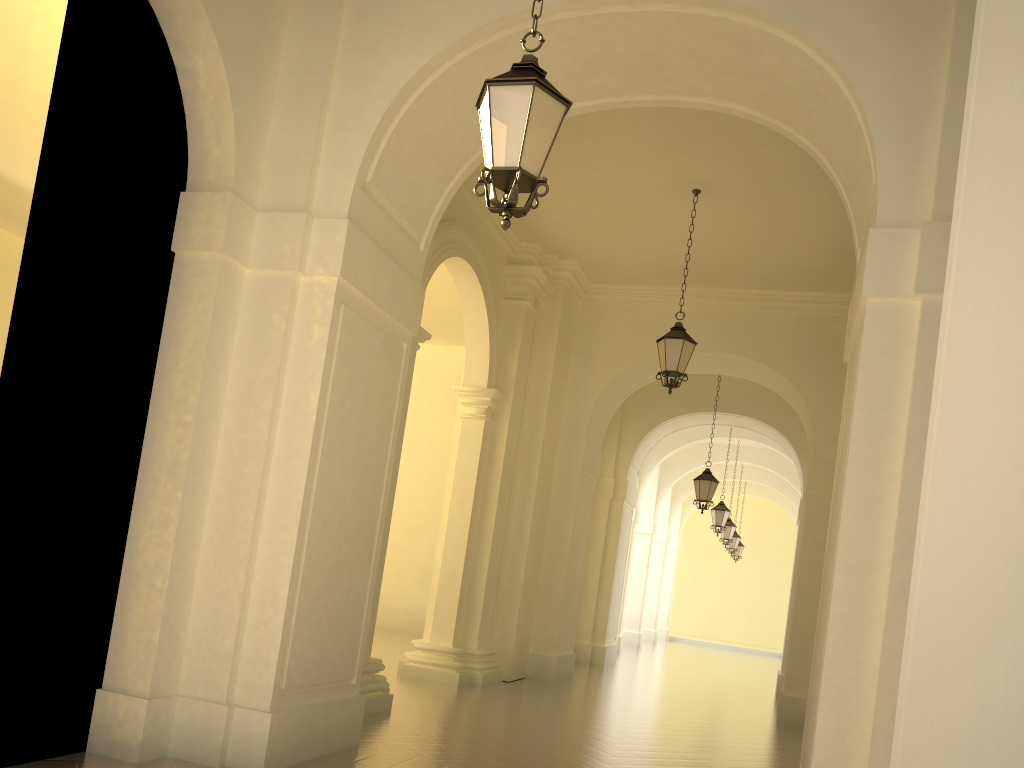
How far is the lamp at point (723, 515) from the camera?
21.1 meters

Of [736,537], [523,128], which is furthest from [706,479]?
[523,128]

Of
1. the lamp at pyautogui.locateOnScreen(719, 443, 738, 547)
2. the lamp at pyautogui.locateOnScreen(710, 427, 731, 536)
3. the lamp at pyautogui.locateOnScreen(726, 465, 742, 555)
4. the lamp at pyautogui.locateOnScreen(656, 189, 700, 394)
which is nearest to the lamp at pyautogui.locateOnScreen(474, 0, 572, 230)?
the lamp at pyautogui.locateOnScreen(656, 189, 700, 394)

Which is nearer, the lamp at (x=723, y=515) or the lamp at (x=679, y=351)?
the lamp at (x=679, y=351)

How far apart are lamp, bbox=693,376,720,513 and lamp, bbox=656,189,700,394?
6.2m

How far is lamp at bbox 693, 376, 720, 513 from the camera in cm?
1644

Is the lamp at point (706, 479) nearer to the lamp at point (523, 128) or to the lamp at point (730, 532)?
the lamp at point (730, 532)

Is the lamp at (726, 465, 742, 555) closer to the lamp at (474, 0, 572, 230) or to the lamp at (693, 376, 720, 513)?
the lamp at (693, 376, 720, 513)

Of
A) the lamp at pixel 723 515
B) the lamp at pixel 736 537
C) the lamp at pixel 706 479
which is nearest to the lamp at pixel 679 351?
the lamp at pixel 706 479

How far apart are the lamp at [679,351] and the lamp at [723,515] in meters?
11.3
